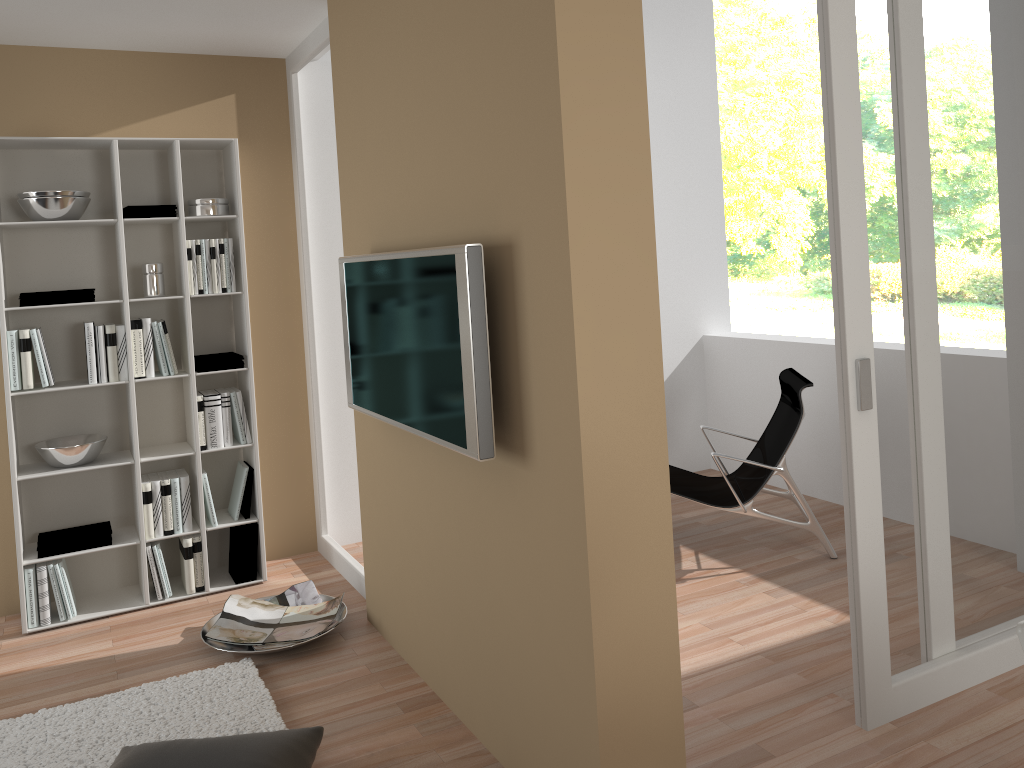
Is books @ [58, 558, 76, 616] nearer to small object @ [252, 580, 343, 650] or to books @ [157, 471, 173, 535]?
books @ [157, 471, 173, 535]

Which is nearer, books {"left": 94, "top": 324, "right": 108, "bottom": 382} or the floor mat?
the floor mat

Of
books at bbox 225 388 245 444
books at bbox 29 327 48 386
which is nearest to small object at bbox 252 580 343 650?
books at bbox 225 388 245 444

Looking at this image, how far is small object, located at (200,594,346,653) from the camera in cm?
361

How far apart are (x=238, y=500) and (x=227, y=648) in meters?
0.9 m

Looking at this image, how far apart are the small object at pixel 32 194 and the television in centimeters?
147cm

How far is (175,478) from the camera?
4.16m

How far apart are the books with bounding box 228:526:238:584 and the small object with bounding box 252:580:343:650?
0.5 meters

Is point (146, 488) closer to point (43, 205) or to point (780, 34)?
point (43, 205)

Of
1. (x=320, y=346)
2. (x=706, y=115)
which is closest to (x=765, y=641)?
(x=320, y=346)
